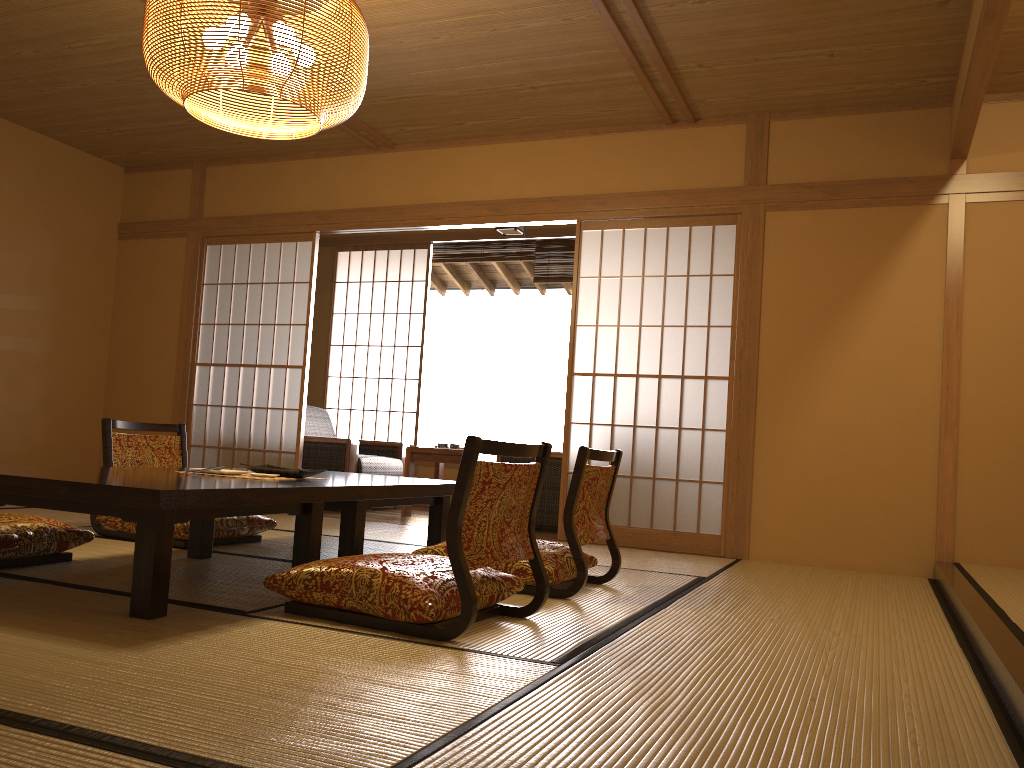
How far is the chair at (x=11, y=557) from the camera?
3.0 meters

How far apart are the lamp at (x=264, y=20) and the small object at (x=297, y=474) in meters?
1.3 m

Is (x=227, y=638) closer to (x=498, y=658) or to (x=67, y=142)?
(x=498, y=658)

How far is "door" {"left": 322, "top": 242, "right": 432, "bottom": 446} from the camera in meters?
7.9 m

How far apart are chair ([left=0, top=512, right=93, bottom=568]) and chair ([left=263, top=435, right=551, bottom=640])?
1.09m

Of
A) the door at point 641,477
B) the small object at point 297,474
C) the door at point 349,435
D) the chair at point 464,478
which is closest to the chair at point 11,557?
the small object at point 297,474

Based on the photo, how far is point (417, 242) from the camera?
7.76m

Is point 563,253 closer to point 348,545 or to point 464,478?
point 348,545

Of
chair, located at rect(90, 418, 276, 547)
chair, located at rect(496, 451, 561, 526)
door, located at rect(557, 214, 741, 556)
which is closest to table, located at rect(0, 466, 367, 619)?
chair, located at rect(90, 418, 276, 547)

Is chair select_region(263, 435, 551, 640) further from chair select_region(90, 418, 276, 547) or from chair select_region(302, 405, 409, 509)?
chair select_region(302, 405, 409, 509)
